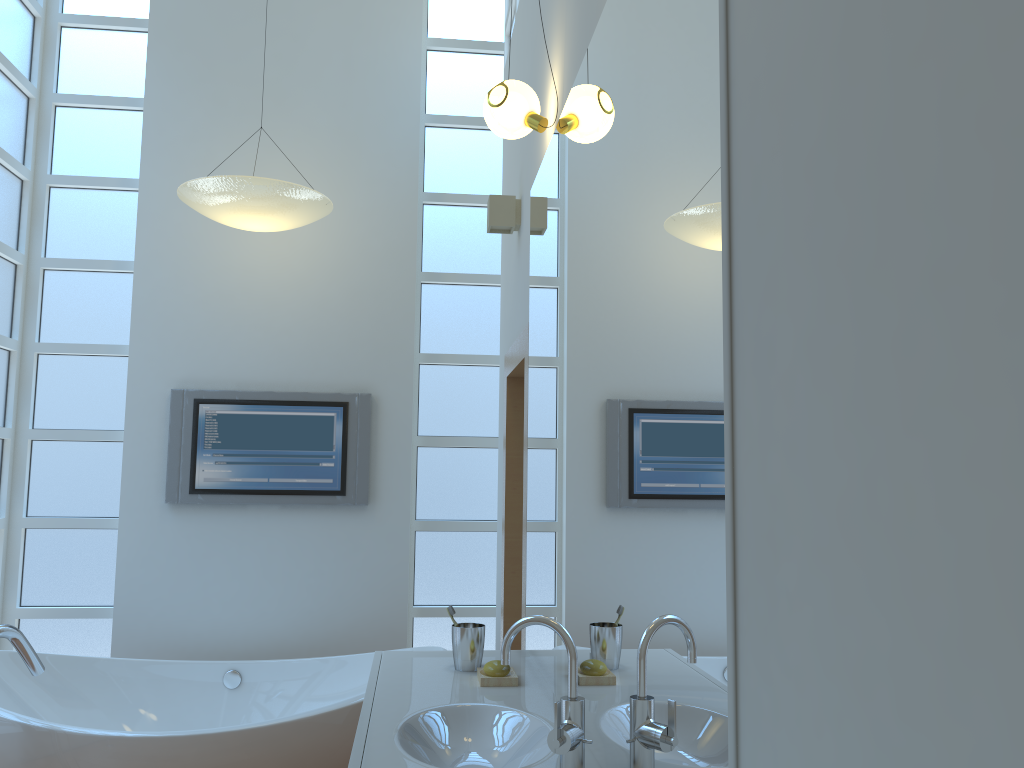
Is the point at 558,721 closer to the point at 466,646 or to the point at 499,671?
the point at 499,671

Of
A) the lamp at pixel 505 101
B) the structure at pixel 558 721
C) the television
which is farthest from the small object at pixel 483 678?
the television

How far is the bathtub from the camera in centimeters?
270cm

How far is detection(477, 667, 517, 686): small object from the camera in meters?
2.2 m

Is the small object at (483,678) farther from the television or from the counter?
the television

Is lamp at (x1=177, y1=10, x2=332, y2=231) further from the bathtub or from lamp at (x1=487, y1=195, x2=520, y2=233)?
the bathtub

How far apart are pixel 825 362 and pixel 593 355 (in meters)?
0.98

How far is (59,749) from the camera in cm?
270

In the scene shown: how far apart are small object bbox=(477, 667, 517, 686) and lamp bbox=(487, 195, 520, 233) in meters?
1.6 m

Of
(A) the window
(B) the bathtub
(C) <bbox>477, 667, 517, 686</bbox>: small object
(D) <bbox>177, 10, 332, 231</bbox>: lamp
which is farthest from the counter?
(D) <bbox>177, 10, 332, 231</bbox>: lamp
